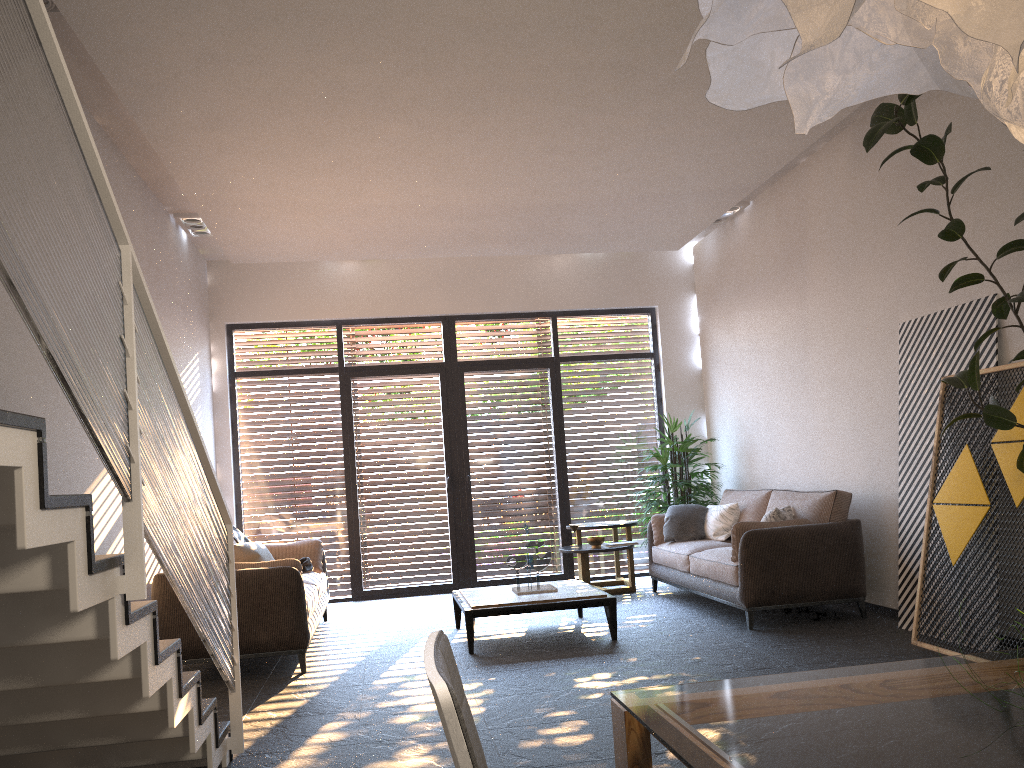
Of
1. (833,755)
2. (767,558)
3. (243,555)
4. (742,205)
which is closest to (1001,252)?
(767,558)

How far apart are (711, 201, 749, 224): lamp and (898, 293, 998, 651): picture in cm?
265

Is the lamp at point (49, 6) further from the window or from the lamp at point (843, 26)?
the window

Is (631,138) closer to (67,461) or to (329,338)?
(67,461)

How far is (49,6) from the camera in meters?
4.2 m

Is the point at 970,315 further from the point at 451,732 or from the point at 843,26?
the point at 451,732

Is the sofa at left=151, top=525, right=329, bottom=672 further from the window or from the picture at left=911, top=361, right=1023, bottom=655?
the picture at left=911, top=361, right=1023, bottom=655

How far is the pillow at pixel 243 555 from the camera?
6.6m

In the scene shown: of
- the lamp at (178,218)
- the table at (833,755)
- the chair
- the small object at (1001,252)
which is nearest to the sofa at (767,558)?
the small object at (1001,252)

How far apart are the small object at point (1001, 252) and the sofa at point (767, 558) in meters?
1.9
